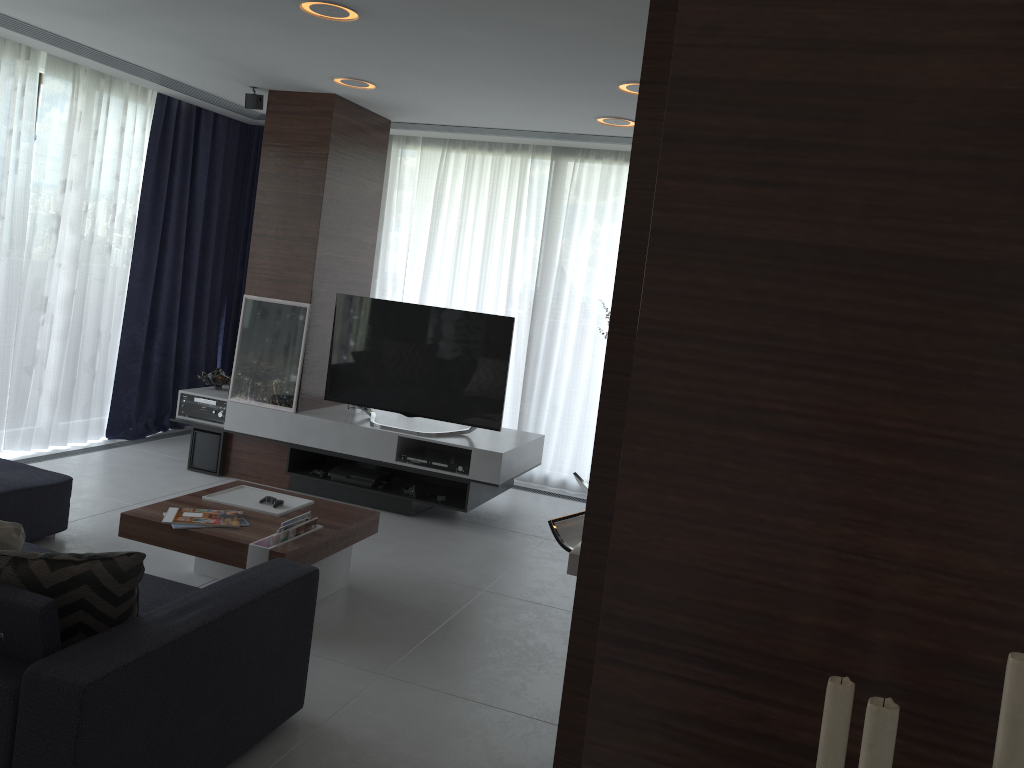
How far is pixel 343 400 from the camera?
5.8 meters

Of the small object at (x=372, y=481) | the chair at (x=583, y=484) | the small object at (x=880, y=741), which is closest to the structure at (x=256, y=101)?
the small object at (x=372, y=481)

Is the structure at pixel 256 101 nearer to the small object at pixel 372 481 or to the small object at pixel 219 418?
the small object at pixel 219 418

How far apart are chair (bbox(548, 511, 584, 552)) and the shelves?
2.0 meters

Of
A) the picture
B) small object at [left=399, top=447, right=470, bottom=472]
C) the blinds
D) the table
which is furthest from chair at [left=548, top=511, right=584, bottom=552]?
the blinds

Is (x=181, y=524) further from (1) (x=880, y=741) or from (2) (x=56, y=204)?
(1) (x=880, y=741)

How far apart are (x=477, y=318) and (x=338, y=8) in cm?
219

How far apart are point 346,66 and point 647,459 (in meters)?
4.44

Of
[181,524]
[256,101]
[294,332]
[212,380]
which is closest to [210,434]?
[212,380]

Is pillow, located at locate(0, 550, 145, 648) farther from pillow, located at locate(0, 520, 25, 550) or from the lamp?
the lamp
